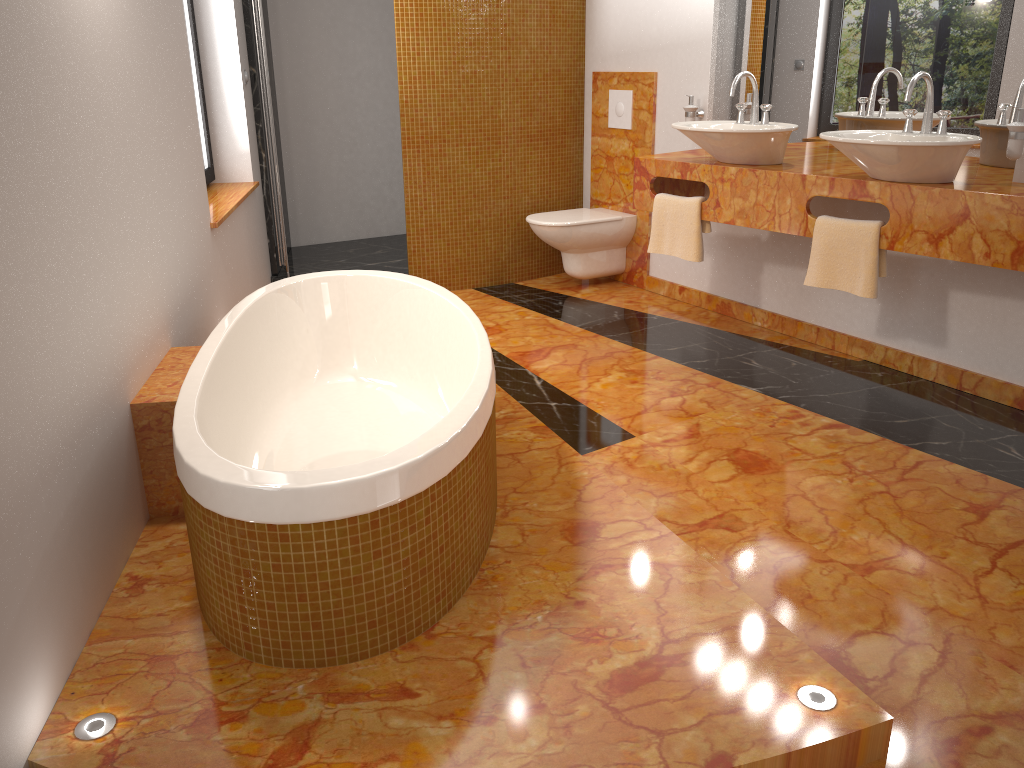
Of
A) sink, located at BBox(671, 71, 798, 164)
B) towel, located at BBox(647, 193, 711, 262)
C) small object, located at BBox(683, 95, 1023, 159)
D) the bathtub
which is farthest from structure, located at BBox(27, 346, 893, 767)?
small object, located at BBox(683, 95, 1023, 159)

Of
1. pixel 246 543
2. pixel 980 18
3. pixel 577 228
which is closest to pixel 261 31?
pixel 577 228

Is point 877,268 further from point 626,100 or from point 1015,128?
point 626,100

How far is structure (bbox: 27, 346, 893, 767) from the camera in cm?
156

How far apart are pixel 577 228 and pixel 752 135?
1.38m

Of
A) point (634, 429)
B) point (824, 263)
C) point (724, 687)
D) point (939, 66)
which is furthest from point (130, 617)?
point (939, 66)

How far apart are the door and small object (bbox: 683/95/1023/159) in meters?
2.0 m

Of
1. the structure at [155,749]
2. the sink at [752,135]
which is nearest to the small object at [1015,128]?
the sink at [752,135]

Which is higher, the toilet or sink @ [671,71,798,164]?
sink @ [671,71,798,164]

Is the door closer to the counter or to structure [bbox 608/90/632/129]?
the counter
